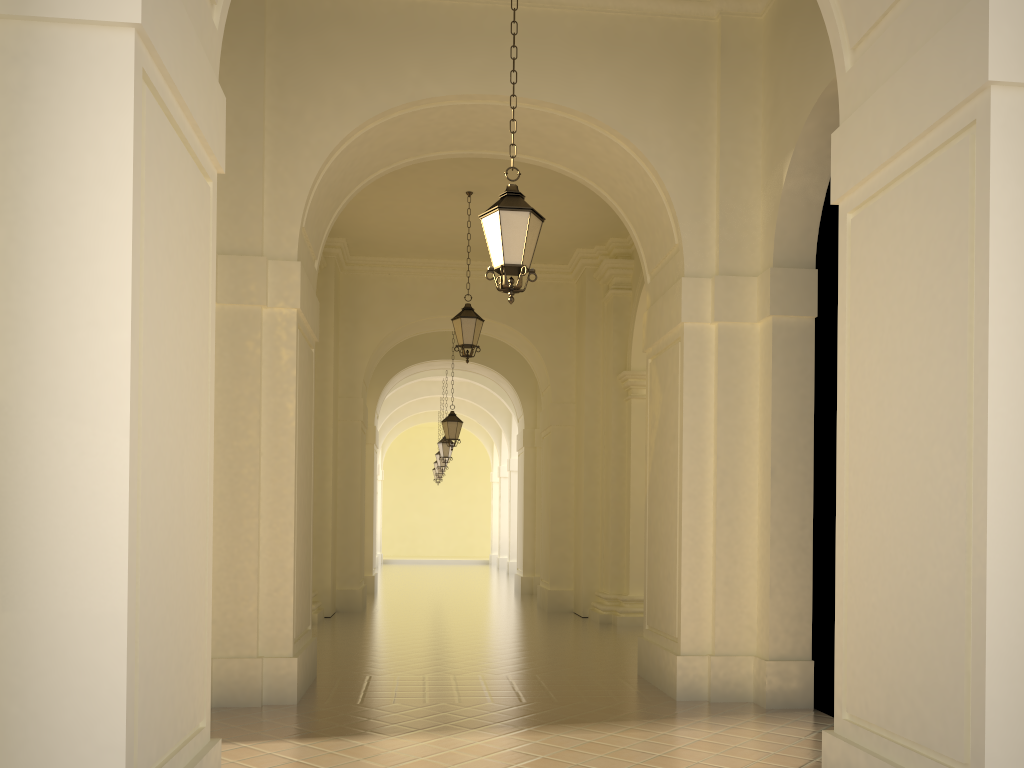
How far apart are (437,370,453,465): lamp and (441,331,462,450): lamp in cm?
494

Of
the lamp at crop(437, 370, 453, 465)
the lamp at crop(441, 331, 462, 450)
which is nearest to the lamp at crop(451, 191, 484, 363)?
the lamp at crop(441, 331, 462, 450)

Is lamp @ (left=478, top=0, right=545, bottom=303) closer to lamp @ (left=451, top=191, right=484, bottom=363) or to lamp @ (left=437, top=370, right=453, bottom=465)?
lamp @ (left=451, top=191, right=484, bottom=363)

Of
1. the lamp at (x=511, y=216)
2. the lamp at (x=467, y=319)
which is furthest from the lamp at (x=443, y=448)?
the lamp at (x=511, y=216)

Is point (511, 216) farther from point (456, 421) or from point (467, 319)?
point (456, 421)

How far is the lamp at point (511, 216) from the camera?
6.7 meters

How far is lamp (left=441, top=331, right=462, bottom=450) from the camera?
19.4 meters

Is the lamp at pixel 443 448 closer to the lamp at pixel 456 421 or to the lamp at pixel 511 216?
the lamp at pixel 456 421

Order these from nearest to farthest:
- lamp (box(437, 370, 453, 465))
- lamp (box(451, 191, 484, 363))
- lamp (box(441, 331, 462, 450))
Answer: lamp (box(451, 191, 484, 363)) → lamp (box(441, 331, 462, 450)) → lamp (box(437, 370, 453, 465))

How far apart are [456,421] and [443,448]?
5.1m
